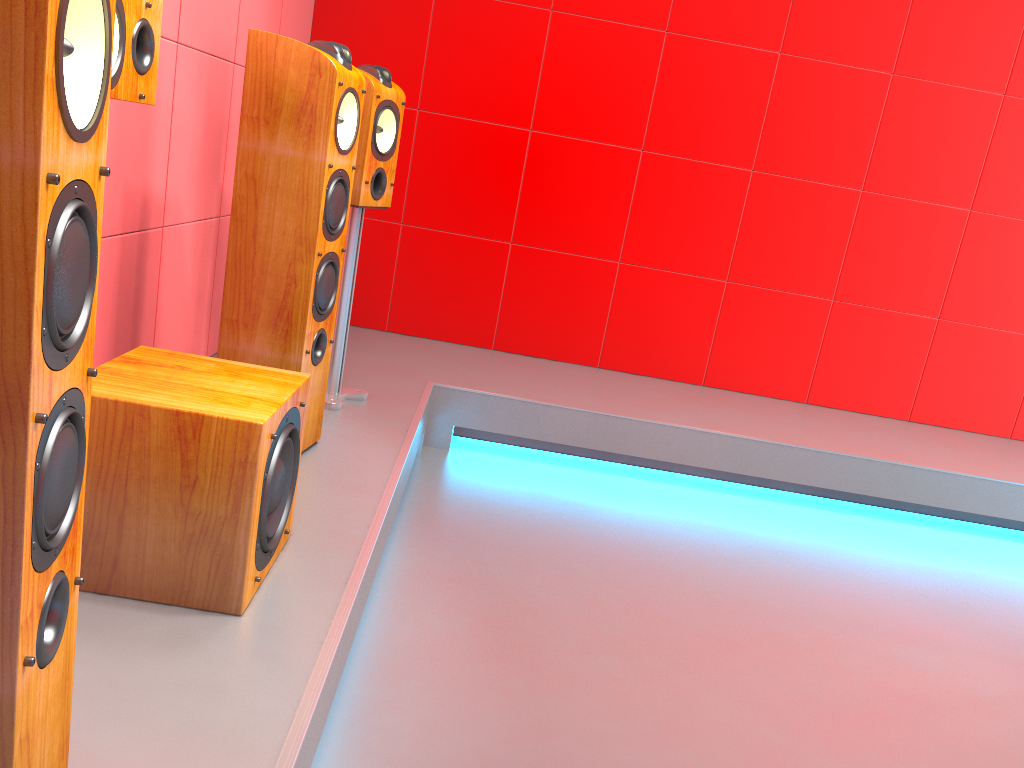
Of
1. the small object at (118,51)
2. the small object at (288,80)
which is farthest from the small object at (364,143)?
the small object at (118,51)

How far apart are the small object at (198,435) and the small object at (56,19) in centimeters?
47cm

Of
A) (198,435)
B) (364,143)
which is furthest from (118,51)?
(364,143)

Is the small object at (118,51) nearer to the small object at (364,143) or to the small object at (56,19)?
the small object at (56,19)

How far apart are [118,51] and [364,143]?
1.10m

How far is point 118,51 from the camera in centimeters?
156cm

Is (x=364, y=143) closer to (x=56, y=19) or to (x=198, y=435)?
(x=198, y=435)

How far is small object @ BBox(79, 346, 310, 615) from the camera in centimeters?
148cm

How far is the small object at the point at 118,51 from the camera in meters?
1.6 m

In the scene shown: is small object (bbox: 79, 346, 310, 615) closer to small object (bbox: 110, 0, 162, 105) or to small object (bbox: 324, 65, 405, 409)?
small object (bbox: 110, 0, 162, 105)
